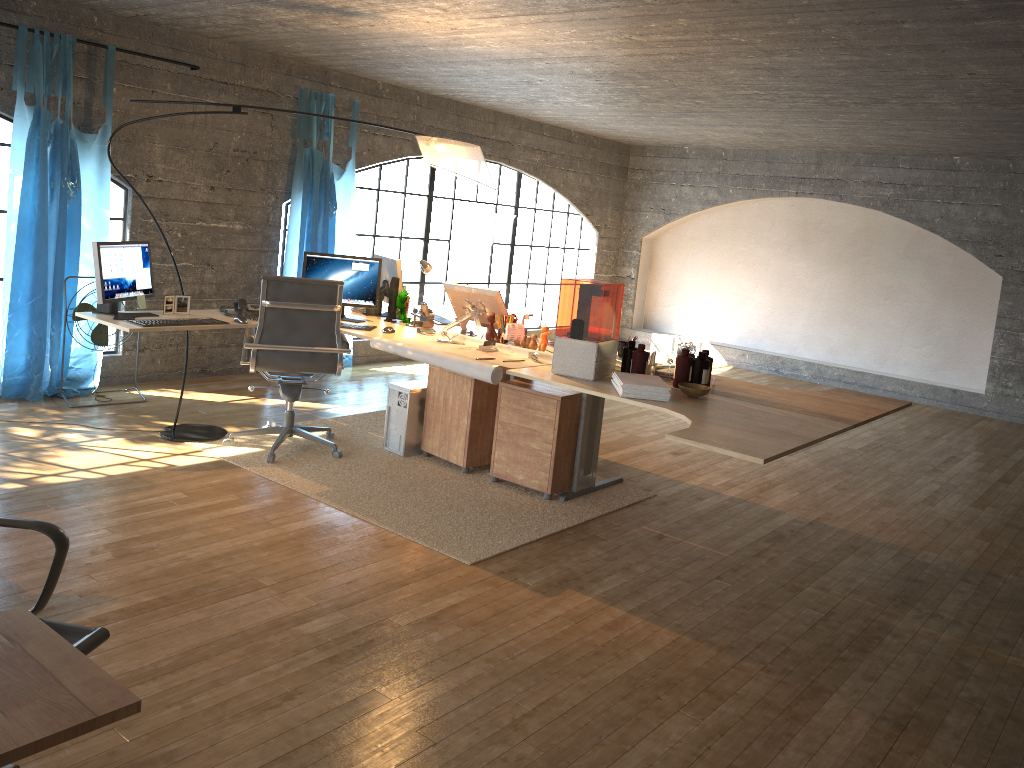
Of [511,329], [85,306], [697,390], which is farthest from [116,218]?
[697,390]

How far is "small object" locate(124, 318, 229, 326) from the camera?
4.4 meters

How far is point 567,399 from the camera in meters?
4.6 m

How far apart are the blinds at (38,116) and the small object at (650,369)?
3.7 meters

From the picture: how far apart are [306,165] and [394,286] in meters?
2.1 m

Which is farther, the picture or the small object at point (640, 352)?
the picture

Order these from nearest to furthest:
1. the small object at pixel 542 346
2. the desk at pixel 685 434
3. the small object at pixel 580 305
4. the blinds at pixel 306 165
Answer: the small object at pixel 580 305, the desk at pixel 685 434, the small object at pixel 542 346, the blinds at pixel 306 165

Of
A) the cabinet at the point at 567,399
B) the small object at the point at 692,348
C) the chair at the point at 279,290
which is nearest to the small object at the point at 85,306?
the chair at the point at 279,290

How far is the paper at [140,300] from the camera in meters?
4.7 m

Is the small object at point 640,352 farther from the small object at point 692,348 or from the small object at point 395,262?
the small object at point 395,262
